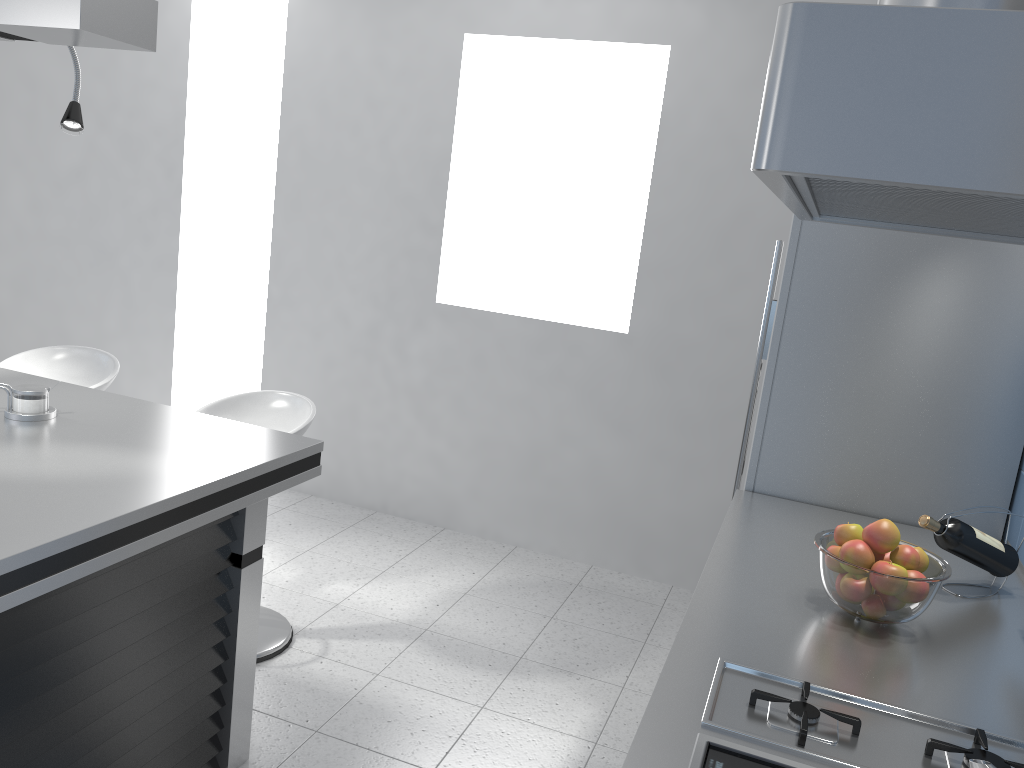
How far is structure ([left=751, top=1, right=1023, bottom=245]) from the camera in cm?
50

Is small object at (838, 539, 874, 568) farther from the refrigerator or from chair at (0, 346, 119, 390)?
chair at (0, 346, 119, 390)

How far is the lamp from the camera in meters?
1.7

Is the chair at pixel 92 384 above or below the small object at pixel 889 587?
below

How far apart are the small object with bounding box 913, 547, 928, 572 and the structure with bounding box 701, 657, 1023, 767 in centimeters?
41cm

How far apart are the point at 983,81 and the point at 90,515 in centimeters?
172cm

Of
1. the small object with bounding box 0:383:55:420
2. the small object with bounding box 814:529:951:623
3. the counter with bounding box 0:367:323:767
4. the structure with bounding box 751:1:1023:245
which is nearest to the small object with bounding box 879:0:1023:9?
the structure with bounding box 751:1:1023:245

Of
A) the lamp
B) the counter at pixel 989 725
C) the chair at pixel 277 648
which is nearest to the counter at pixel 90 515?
the chair at pixel 277 648

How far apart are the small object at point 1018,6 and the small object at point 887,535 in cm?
124

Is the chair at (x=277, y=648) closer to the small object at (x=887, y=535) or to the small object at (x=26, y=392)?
the small object at (x=26, y=392)
